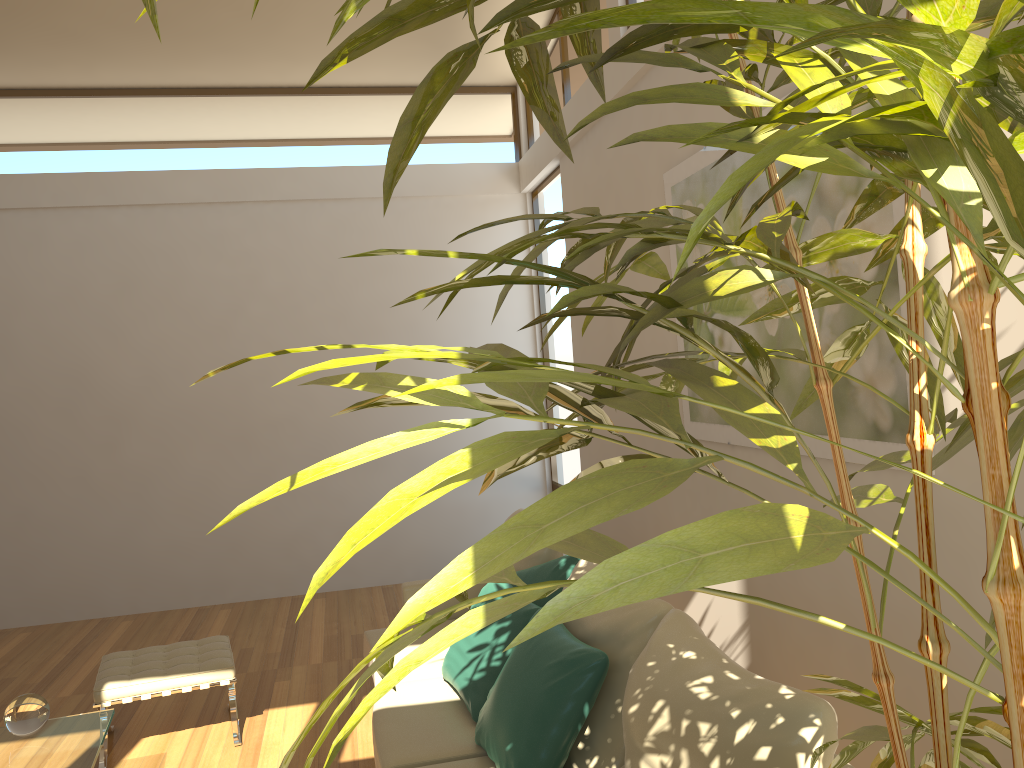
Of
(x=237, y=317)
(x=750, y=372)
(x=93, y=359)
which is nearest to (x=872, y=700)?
(x=750, y=372)

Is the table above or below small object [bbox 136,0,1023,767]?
below

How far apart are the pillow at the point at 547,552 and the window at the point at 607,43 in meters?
2.8 m

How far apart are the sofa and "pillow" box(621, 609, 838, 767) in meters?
0.7

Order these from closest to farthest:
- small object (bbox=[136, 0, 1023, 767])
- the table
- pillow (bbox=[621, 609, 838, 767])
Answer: small object (bbox=[136, 0, 1023, 767])
pillow (bbox=[621, 609, 838, 767])
the table

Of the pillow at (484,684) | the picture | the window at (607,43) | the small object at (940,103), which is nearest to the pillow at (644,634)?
the pillow at (484,684)

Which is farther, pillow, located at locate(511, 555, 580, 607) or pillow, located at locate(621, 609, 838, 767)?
pillow, located at locate(511, 555, 580, 607)

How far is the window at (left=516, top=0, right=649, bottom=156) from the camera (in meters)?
5.27

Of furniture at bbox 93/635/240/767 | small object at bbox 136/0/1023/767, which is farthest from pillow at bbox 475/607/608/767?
furniture at bbox 93/635/240/767

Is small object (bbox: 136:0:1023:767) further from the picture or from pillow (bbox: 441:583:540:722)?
pillow (bbox: 441:583:540:722)
